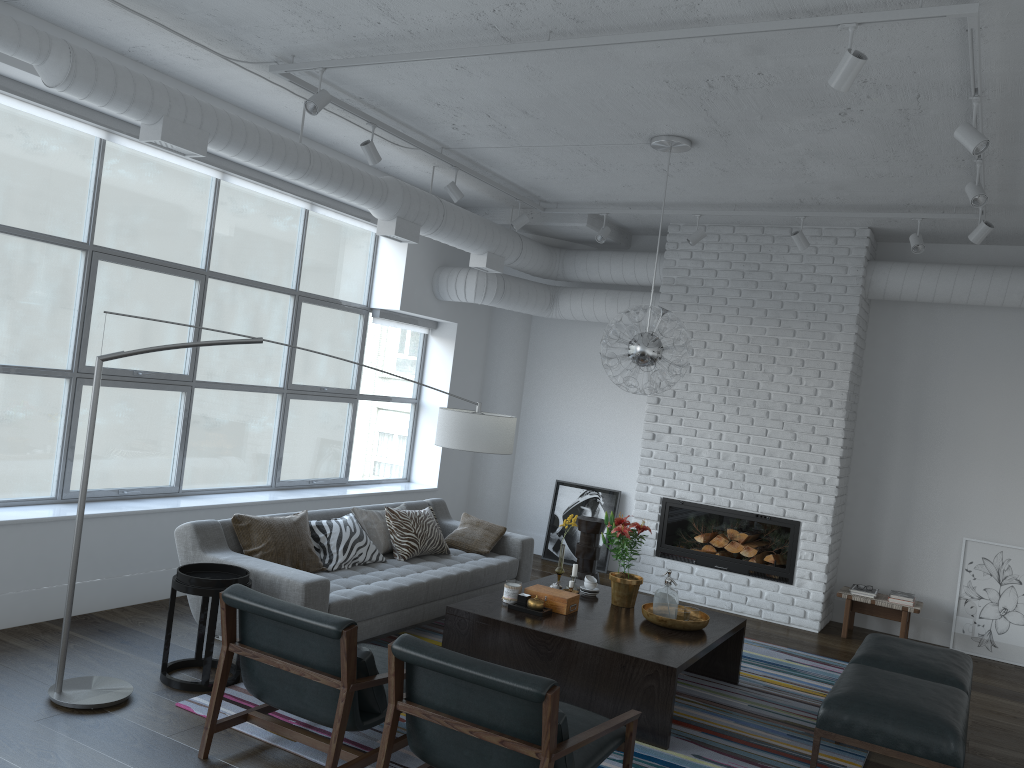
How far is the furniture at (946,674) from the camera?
4.48m

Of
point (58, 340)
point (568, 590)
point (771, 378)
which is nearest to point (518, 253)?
point (771, 378)

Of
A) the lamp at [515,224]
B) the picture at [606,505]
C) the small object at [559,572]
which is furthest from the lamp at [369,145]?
the picture at [606,505]

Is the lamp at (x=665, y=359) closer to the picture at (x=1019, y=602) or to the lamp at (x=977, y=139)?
the lamp at (x=977, y=139)

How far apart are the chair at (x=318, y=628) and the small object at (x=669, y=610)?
1.7 meters

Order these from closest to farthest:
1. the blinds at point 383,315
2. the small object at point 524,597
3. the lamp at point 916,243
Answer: the small object at point 524,597 < the lamp at point 916,243 < the blinds at point 383,315

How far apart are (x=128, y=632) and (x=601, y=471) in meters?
4.7 m

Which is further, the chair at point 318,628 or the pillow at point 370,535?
the pillow at point 370,535

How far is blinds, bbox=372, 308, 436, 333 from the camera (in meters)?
7.76

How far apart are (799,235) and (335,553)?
4.0m
